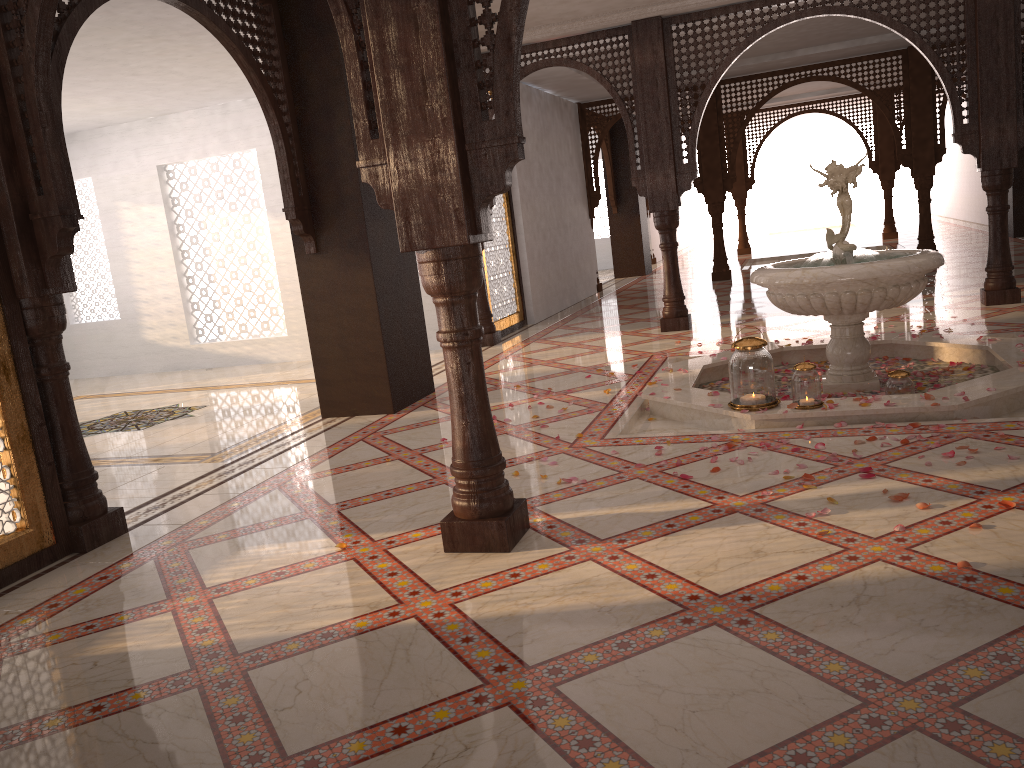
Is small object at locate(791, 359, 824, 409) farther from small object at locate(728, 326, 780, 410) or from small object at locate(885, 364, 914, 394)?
small object at locate(885, 364, 914, 394)

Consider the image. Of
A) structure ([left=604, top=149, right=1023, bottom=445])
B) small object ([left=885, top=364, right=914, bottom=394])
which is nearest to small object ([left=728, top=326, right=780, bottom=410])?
structure ([left=604, top=149, right=1023, bottom=445])

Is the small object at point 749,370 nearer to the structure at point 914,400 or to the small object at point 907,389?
the structure at point 914,400

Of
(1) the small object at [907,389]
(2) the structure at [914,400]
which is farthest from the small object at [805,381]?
(1) the small object at [907,389]

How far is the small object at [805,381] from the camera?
4.4 meters

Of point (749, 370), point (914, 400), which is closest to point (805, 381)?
point (749, 370)

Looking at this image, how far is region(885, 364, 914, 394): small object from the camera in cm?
462

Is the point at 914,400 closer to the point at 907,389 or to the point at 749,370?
the point at 907,389

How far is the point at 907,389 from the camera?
4.62m

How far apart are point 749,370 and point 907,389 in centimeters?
85cm
